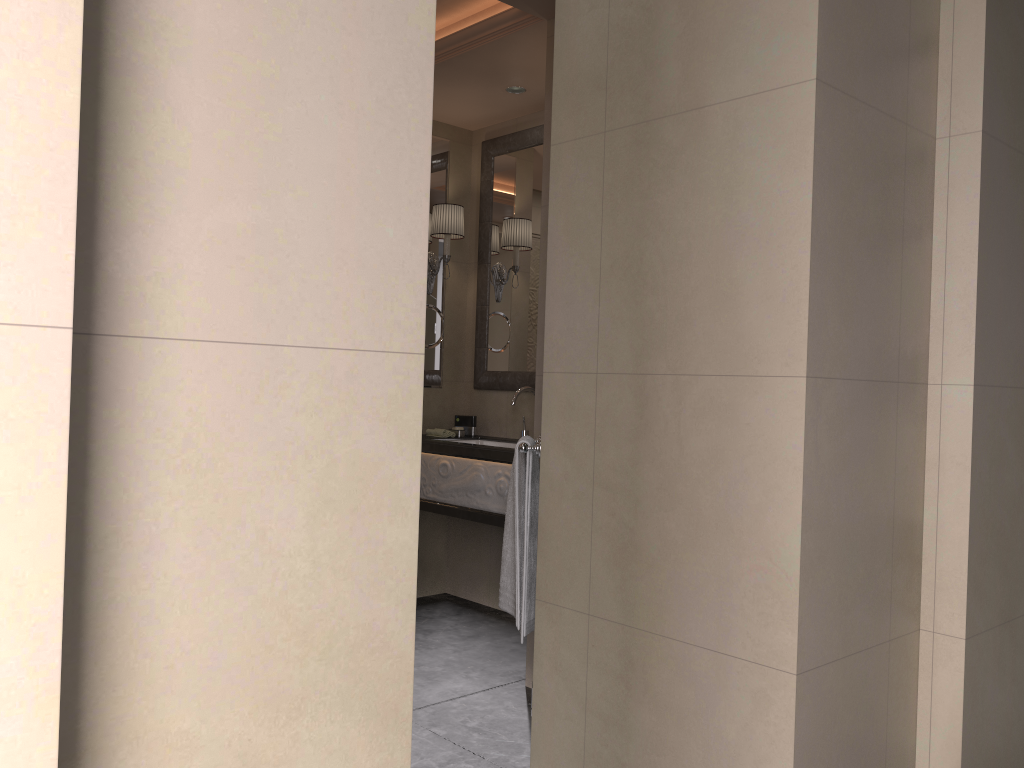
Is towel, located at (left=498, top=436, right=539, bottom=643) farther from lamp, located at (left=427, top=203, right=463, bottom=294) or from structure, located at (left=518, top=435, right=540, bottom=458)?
lamp, located at (left=427, top=203, right=463, bottom=294)

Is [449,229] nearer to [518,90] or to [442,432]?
[518,90]

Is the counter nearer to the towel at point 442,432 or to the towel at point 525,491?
the towel at point 442,432

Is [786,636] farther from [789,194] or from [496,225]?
[496,225]

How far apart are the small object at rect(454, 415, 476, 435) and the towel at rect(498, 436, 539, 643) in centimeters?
162cm

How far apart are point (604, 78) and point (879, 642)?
1.58m

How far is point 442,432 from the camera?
4.4 meters

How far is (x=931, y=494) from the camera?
2.3 meters

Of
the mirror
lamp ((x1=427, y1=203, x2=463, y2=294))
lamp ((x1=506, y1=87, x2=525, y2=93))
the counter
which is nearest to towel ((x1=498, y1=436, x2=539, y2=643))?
the counter

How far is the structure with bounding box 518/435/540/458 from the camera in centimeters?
271cm
